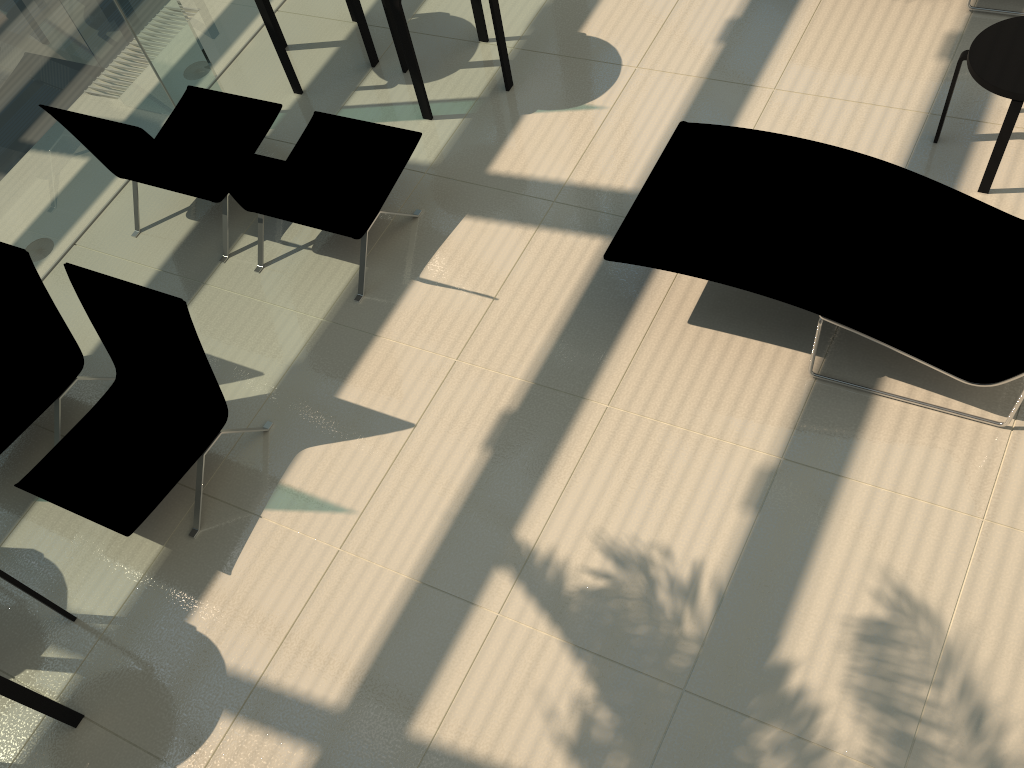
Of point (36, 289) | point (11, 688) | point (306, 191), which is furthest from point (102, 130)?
point (11, 688)

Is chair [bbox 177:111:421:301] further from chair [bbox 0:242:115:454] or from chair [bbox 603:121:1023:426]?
chair [bbox 603:121:1023:426]

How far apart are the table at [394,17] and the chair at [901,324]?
1.5m

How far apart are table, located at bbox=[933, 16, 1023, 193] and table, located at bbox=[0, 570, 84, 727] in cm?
481

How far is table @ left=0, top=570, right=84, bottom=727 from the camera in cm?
326

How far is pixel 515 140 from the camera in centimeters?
531cm

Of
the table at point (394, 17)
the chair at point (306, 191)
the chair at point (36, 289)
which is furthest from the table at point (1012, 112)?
the chair at point (36, 289)

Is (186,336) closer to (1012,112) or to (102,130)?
(102,130)

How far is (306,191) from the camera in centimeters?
431cm

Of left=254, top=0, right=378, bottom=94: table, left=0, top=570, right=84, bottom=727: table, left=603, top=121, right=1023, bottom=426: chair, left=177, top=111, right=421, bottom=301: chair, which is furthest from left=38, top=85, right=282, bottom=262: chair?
left=603, top=121, right=1023, bottom=426: chair
